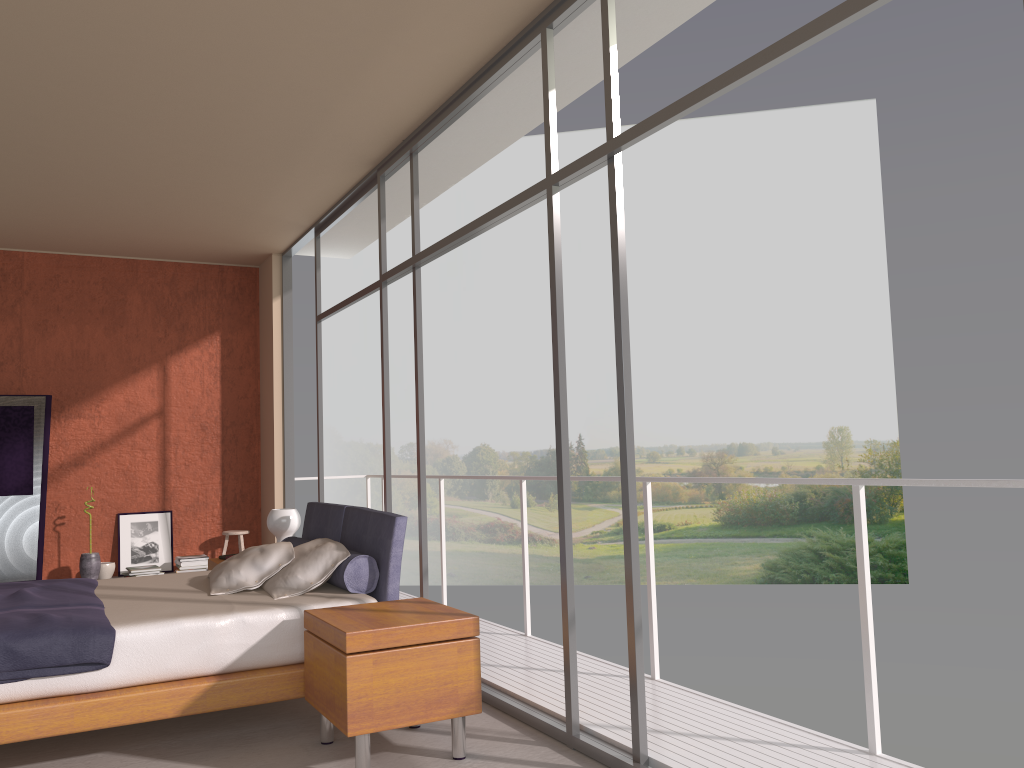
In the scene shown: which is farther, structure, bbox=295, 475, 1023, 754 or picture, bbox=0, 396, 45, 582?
picture, bbox=0, 396, 45, 582

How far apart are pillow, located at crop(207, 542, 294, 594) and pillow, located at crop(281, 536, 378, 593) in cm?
26

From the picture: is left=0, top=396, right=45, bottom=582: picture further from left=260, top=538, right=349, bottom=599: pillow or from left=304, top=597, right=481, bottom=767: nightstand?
left=304, top=597, right=481, bottom=767: nightstand

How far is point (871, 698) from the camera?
3.26m

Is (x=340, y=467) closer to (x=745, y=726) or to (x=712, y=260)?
(x=712, y=260)

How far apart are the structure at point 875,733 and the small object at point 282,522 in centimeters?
125cm

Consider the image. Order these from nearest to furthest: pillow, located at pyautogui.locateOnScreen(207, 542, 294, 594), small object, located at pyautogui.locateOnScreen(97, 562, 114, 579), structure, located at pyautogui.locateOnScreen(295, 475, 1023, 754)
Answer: structure, located at pyautogui.locateOnScreen(295, 475, 1023, 754)
pillow, located at pyautogui.locateOnScreen(207, 542, 294, 594)
small object, located at pyautogui.locateOnScreen(97, 562, 114, 579)

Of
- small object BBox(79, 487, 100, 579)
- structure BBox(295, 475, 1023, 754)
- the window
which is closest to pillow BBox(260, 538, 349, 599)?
the window

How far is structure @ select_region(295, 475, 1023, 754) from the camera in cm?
325

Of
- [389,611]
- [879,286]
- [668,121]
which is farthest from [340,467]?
[668,121]
